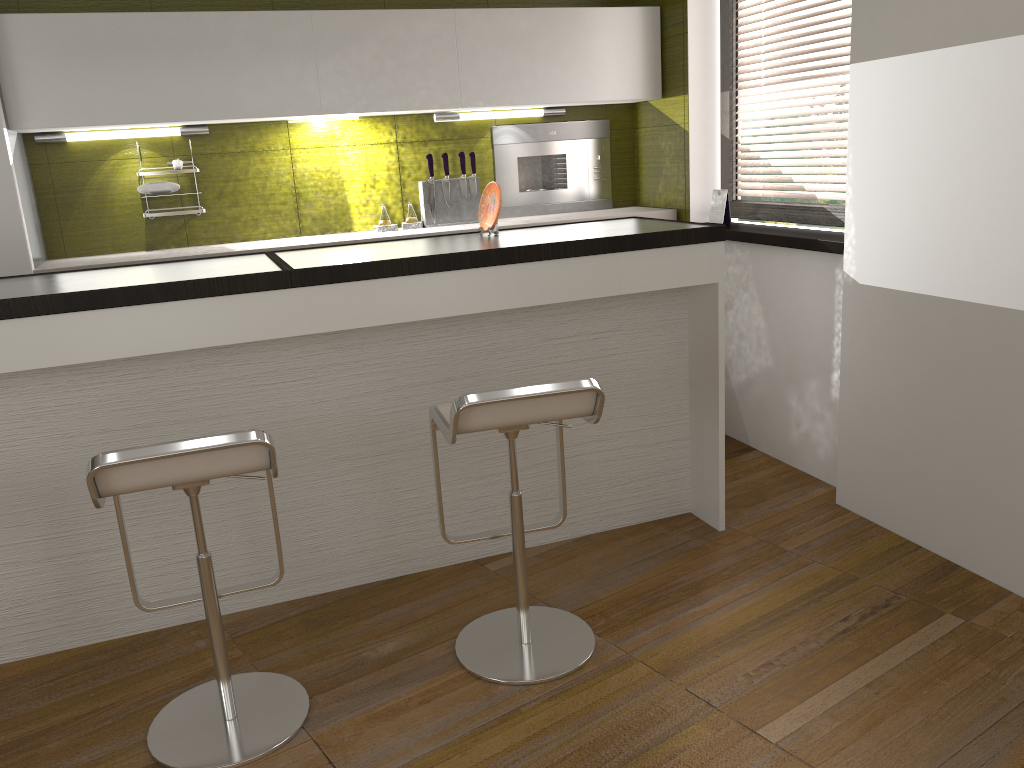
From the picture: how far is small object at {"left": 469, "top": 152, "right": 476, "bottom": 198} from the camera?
4.4m

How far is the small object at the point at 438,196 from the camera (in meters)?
4.37

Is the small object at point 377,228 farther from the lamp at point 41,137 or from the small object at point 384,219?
the lamp at point 41,137

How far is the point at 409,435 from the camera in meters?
3.0

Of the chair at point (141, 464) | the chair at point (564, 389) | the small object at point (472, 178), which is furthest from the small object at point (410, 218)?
the chair at point (141, 464)

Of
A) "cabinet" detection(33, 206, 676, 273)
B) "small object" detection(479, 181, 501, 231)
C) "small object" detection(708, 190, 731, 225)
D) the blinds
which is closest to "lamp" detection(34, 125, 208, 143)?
"cabinet" detection(33, 206, 676, 273)

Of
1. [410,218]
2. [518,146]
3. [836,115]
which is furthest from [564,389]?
[518,146]

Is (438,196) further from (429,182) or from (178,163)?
(178,163)

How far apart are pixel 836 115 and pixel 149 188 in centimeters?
296cm

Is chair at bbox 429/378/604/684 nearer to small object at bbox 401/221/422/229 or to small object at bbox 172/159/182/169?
small object at bbox 401/221/422/229
